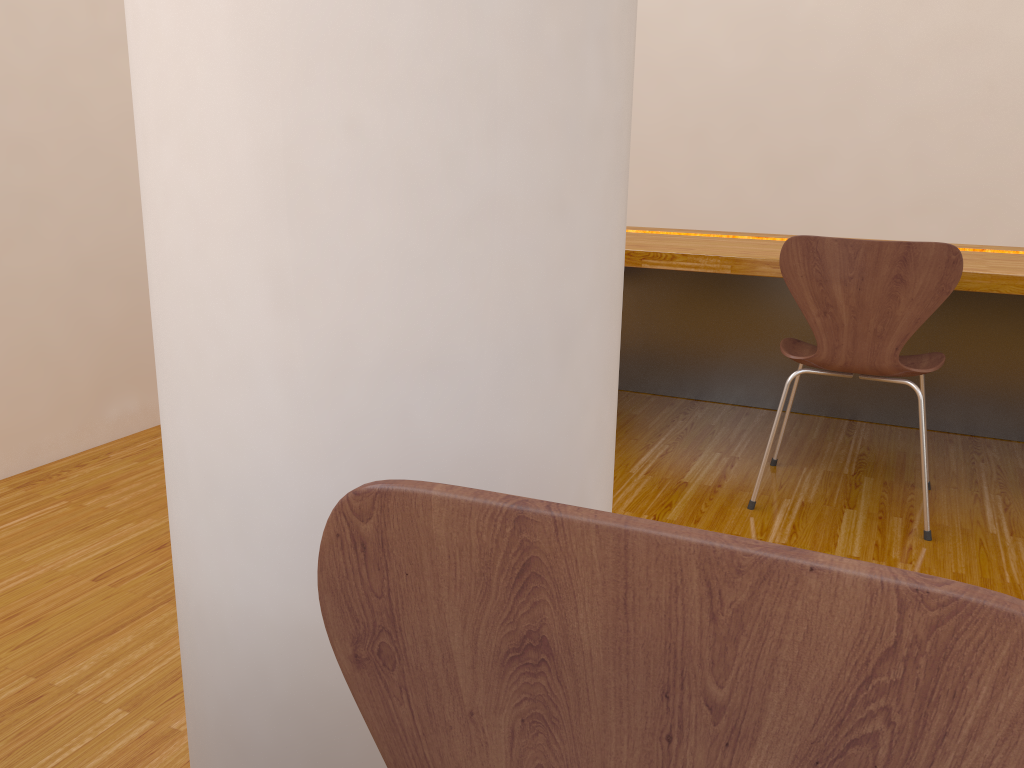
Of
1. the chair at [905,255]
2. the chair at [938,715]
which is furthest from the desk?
the chair at [938,715]

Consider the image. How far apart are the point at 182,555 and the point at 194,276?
0.25m

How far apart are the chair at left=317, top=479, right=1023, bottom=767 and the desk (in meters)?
1.99

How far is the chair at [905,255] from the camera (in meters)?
1.97

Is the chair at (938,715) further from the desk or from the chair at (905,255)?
the desk

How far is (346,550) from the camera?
0.50m

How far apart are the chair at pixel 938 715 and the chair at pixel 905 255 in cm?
175

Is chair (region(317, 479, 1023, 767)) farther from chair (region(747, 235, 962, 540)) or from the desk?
the desk

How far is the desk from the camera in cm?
243

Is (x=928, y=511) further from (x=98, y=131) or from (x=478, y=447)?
(x=98, y=131)
